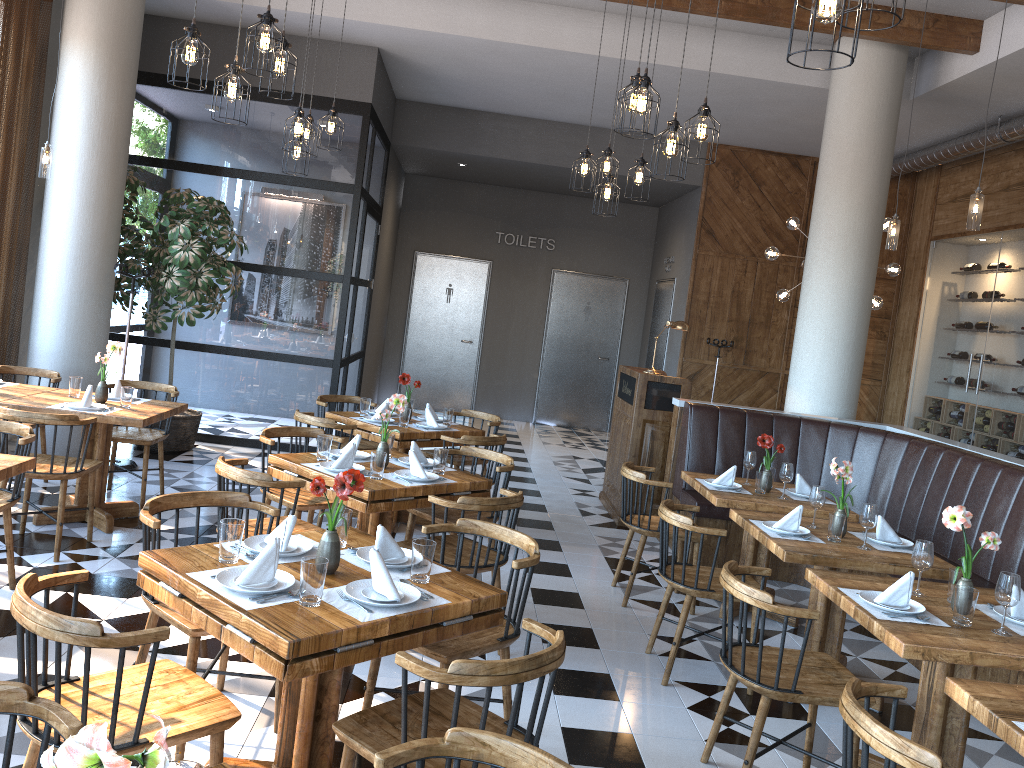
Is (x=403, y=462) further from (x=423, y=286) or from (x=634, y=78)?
(x=423, y=286)

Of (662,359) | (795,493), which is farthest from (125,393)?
(662,359)

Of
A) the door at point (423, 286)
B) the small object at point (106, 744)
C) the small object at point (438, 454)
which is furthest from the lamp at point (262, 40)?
the door at point (423, 286)

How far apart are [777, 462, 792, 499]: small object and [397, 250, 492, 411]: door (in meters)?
8.48

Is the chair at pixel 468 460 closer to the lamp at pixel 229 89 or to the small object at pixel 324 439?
the small object at pixel 324 439

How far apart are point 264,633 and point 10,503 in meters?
2.5 m

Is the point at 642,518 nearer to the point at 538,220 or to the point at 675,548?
the point at 675,548

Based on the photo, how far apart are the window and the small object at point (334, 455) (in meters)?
3.93

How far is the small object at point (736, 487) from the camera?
5.5 meters

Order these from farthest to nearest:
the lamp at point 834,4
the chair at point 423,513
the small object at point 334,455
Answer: the chair at point 423,513 < the small object at point 334,455 < the lamp at point 834,4
